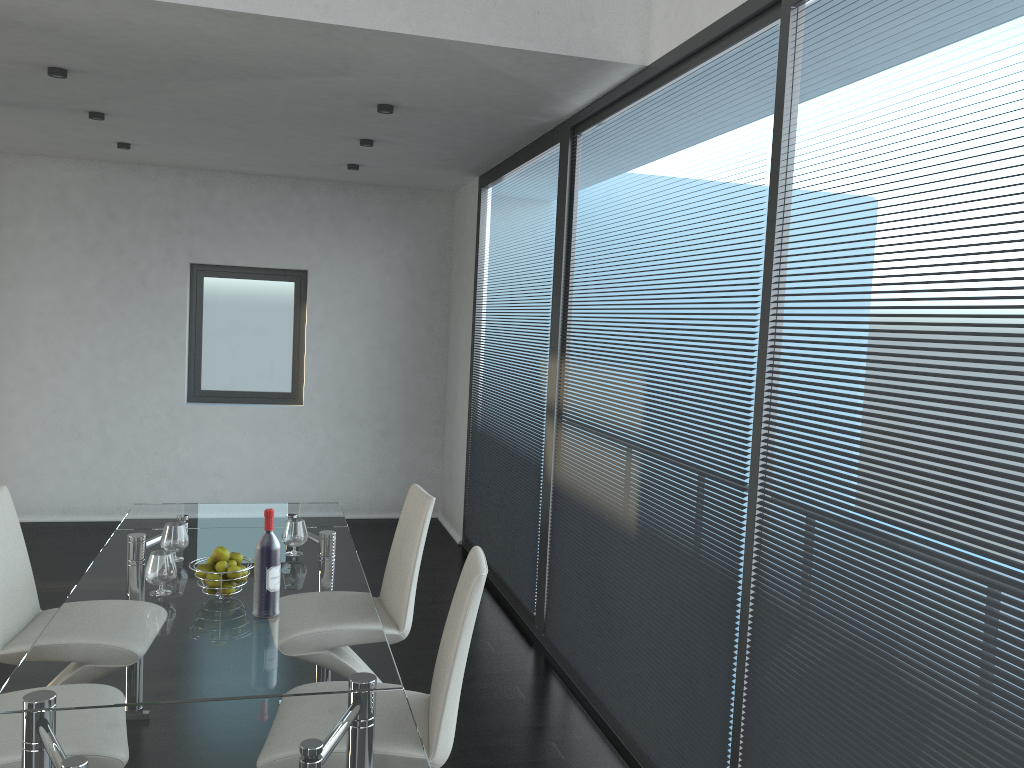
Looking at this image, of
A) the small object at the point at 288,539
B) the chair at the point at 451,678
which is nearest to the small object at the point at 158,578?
the small object at the point at 288,539

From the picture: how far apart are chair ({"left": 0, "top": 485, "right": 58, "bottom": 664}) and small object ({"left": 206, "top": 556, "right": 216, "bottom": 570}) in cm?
78

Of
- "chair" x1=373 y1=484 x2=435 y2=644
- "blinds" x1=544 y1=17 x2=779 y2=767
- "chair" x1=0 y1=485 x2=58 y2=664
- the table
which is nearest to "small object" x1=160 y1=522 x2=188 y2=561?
the table

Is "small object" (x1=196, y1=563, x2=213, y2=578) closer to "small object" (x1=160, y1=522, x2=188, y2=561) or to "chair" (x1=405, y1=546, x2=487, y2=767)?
"small object" (x1=160, y1=522, x2=188, y2=561)

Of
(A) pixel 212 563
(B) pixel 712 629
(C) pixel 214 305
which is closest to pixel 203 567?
(A) pixel 212 563

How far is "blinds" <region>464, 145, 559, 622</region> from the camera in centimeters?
489cm

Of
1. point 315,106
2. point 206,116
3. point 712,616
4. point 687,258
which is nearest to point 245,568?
point 712,616

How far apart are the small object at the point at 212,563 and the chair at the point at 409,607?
0.8m

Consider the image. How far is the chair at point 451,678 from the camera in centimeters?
243cm

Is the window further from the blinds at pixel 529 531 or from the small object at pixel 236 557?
the small object at pixel 236 557
